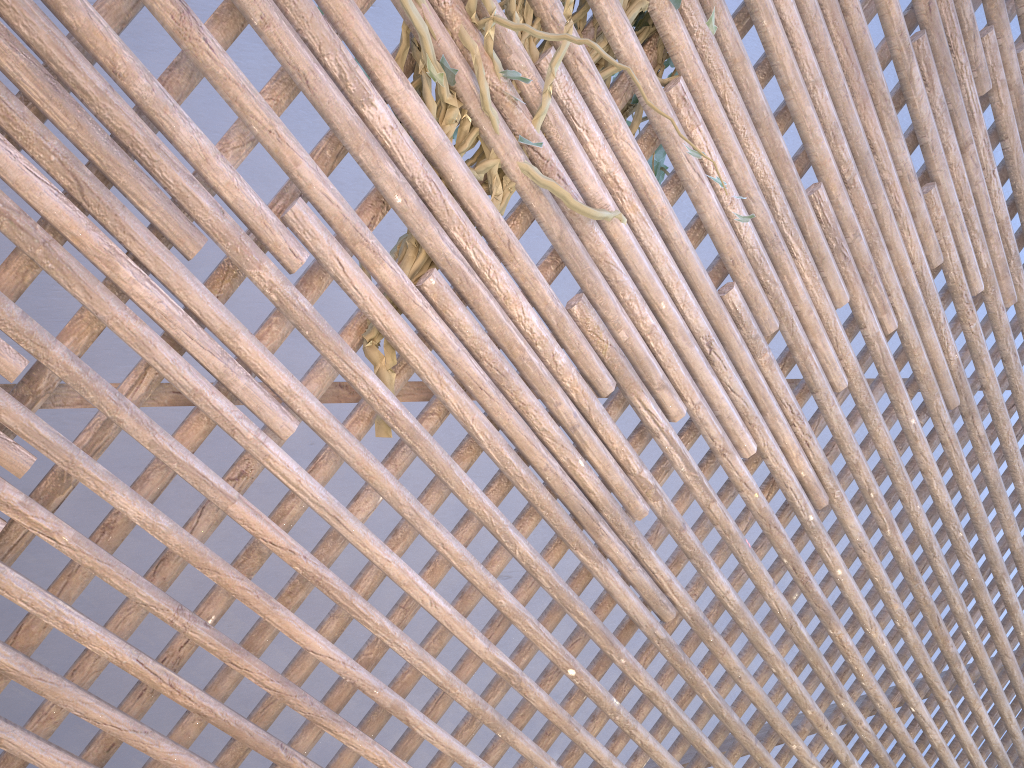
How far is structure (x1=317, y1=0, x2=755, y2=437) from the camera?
1.19m

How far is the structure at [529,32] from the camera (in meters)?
1.19

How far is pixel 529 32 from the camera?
1.2m
